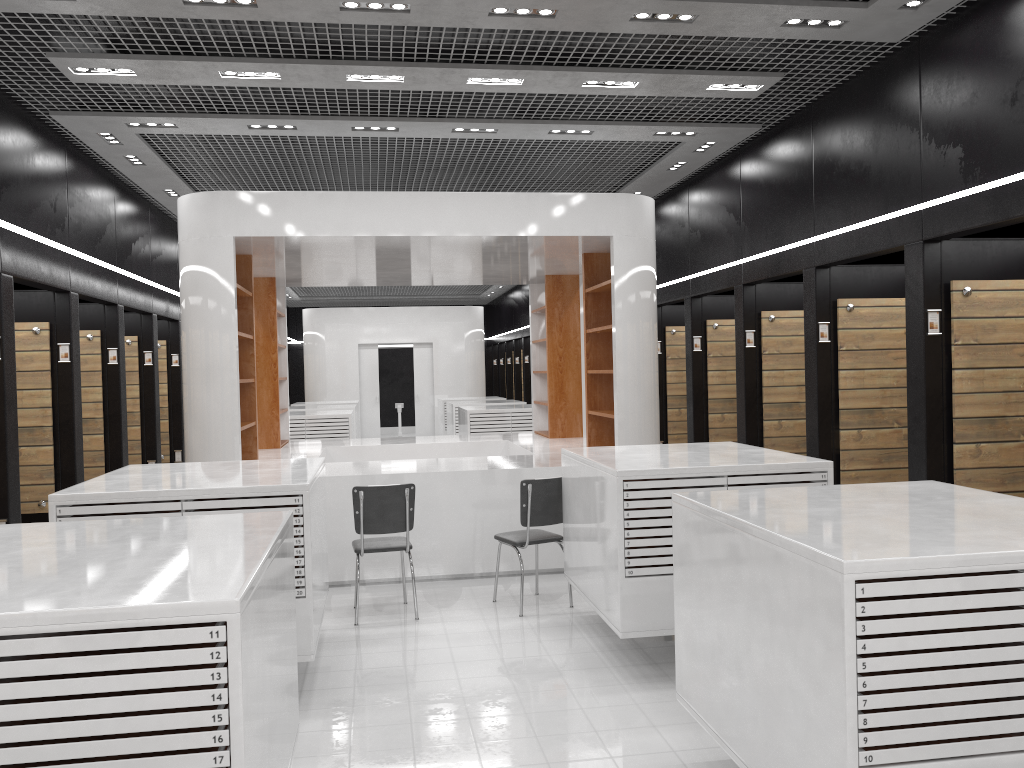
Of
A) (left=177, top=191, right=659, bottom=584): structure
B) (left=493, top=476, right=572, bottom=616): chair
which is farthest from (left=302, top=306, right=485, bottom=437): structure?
(left=493, top=476, right=572, bottom=616): chair

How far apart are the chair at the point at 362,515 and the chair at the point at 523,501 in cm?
70

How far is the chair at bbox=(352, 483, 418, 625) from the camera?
6.30m

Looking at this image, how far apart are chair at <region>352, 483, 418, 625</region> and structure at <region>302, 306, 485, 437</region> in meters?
14.1 m

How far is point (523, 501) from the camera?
6.4m

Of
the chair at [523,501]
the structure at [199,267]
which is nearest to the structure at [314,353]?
the structure at [199,267]

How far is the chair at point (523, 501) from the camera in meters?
6.4 m

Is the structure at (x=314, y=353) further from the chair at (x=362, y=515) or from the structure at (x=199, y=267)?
the chair at (x=362, y=515)

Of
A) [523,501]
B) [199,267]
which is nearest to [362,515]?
[523,501]

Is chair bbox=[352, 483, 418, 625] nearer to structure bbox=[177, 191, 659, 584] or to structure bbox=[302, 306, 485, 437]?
structure bbox=[177, 191, 659, 584]
